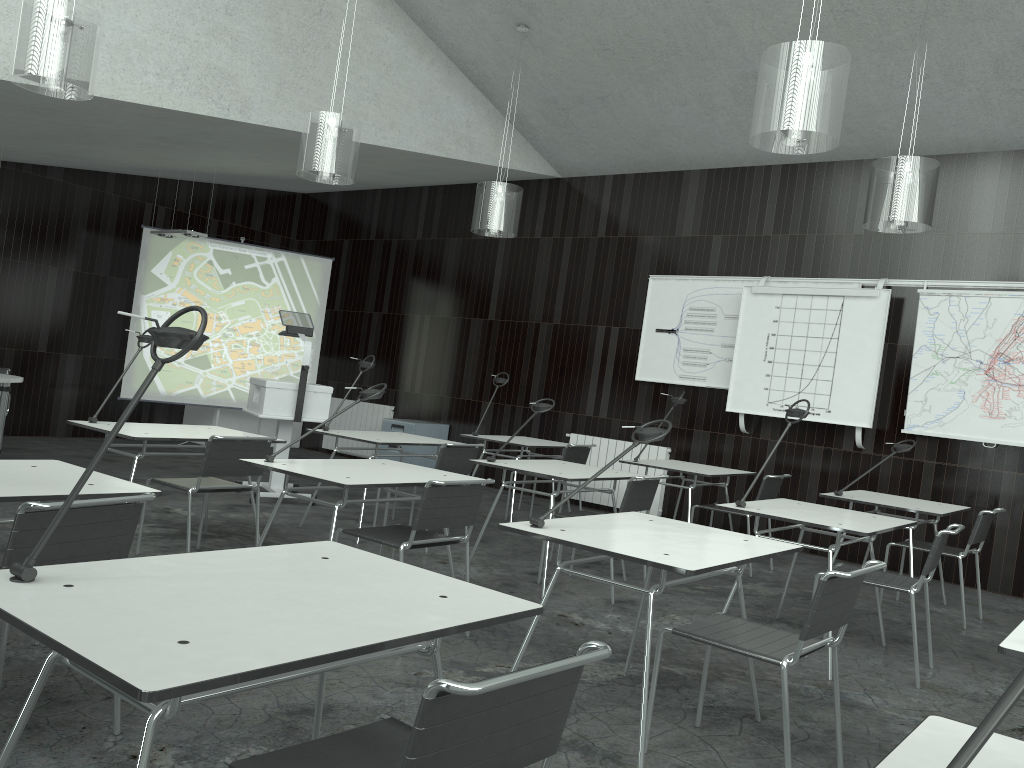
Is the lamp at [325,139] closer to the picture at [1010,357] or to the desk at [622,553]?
the desk at [622,553]

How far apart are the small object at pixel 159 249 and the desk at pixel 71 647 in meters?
7.7 m

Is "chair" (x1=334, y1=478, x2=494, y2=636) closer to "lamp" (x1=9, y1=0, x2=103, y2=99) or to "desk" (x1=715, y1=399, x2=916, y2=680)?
"desk" (x1=715, y1=399, x2=916, y2=680)

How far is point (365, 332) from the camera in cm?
1057

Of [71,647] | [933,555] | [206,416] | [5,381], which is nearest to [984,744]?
[71,647]

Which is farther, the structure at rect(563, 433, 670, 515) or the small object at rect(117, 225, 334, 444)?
the small object at rect(117, 225, 334, 444)

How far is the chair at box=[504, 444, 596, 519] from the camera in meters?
6.9

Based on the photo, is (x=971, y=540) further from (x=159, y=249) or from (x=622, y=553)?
(x=159, y=249)

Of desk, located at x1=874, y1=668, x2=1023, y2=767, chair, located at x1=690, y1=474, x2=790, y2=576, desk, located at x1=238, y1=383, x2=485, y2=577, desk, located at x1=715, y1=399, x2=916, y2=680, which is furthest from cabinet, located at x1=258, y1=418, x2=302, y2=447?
desk, located at x1=874, y1=668, x2=1023, y2=767

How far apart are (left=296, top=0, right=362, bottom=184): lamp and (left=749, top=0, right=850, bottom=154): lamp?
2.6m
